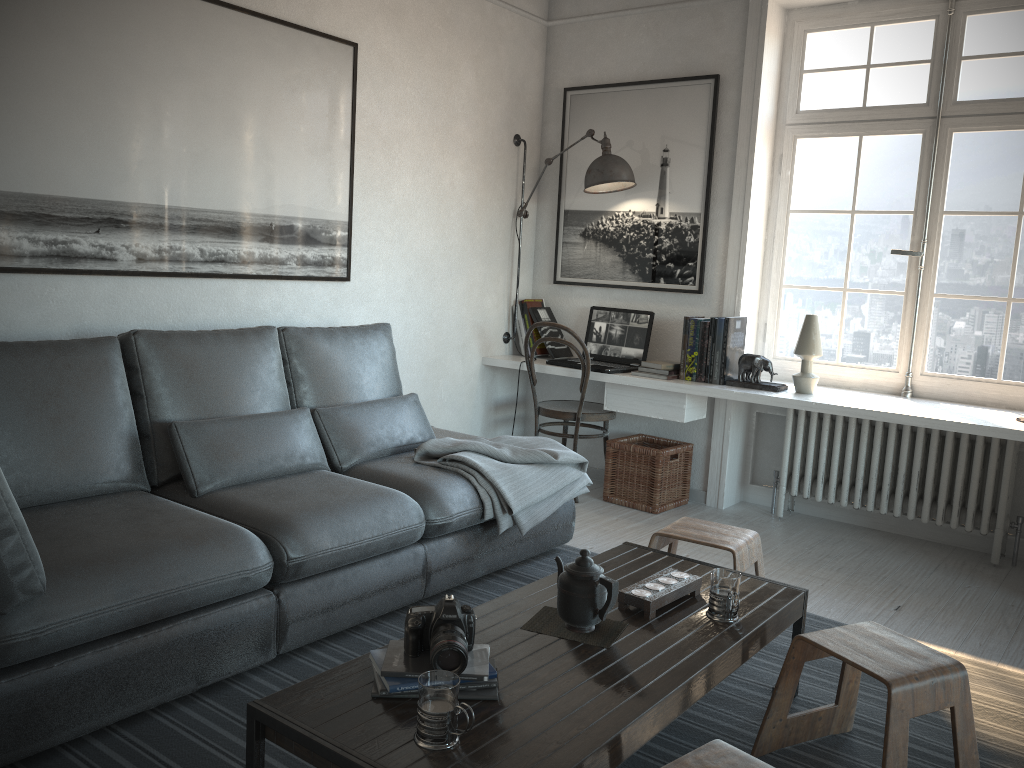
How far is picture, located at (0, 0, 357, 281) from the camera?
2.9 meters

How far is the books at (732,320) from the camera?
4.20m

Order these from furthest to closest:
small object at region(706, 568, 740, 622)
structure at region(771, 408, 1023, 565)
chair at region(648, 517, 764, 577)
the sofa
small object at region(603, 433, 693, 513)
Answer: small object at region(603, 433, 693, 513), structure at region(771, 408, 1023, 565), chair at region(648, 517, 764, 577), small object at region(706, 568, 740, 622), the sofa

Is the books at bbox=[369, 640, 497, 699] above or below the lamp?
below

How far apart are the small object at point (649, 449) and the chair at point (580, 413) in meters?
0.1 m

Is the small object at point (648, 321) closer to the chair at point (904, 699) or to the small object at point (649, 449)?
the small object at point (649, 449)

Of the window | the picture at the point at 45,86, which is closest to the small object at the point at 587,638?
the picture at the point at 45,86

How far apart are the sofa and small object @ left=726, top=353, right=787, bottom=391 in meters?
1.1

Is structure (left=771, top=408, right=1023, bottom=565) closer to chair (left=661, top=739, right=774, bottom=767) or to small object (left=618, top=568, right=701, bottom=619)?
small object (left=618, top=568, right=701, bottom=619)

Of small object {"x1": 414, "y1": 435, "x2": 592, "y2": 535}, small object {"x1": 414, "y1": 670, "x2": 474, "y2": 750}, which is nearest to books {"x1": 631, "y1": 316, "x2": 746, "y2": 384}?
small object {"x1": 414, "y1": 435, "x2": 592, "y2": 535}
